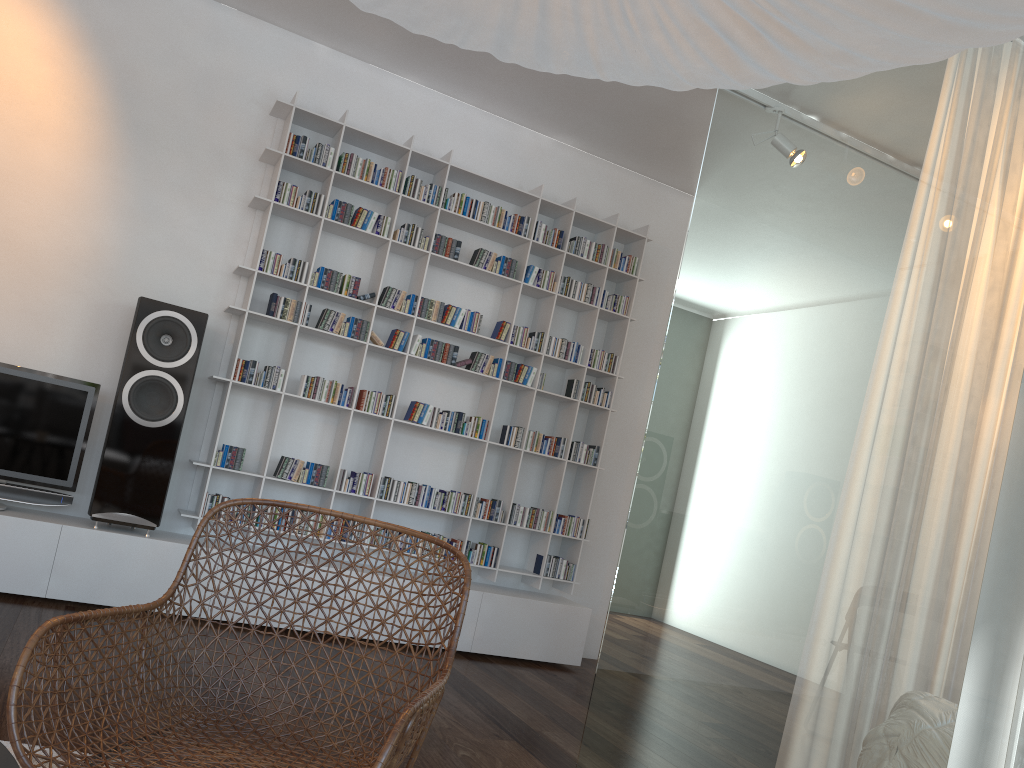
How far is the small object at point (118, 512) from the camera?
3.7m

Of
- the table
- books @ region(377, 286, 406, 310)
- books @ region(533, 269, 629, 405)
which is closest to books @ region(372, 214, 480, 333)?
books @ region(377, 286, 406, 310)

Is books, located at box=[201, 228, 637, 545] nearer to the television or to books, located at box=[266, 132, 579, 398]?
books, located at box=[266, 132, 579, 398]

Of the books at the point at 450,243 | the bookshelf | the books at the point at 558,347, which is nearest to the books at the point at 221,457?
the bookshelf

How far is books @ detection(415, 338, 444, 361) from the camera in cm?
441

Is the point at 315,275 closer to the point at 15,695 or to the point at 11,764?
the point at 15,695

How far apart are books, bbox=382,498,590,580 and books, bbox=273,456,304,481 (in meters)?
0.87

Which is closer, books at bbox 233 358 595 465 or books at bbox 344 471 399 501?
books at bbox 233 358 595 465

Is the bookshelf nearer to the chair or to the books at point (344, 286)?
the books at point (344, 286)

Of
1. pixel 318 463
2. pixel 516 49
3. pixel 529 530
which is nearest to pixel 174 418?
pixel 318 463
